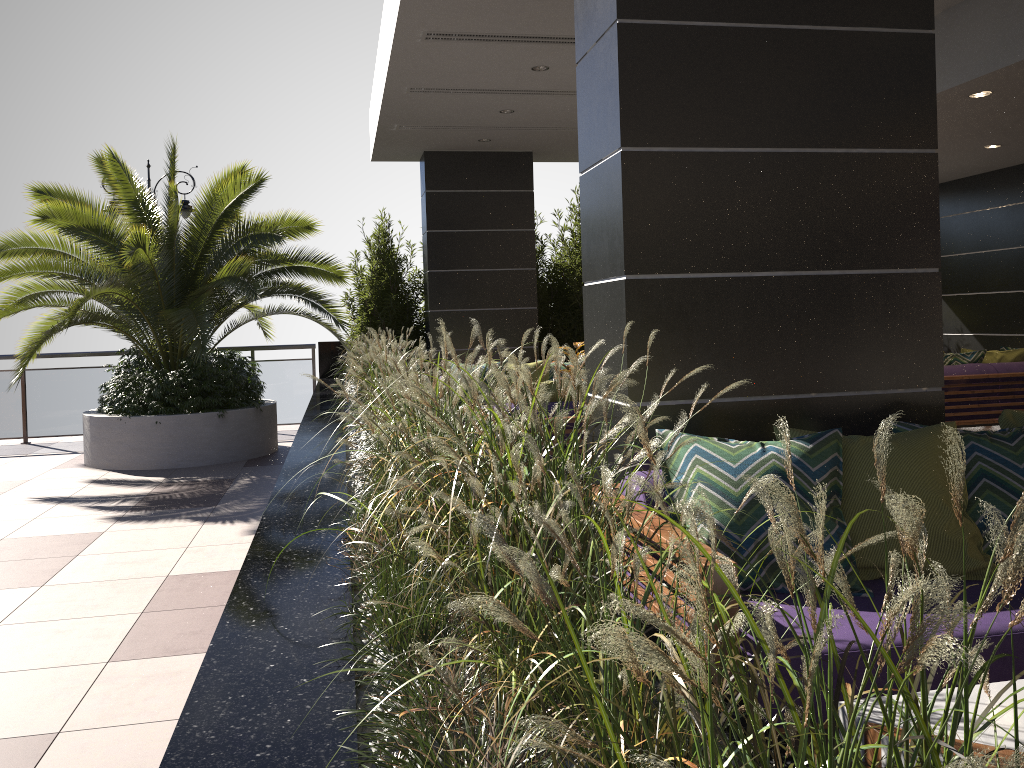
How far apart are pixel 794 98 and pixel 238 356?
7.4m

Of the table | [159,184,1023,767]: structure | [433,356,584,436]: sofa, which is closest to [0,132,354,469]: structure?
[159,184,1023,767]: structure

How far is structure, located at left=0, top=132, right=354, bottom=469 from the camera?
8.0 meters

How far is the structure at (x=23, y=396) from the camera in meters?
10.5

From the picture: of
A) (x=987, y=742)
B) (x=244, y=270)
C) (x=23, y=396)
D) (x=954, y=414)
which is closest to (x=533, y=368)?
(x=244, y=270)

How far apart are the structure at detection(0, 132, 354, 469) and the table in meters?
6.6 m

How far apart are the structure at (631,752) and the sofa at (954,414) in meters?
4.5 m

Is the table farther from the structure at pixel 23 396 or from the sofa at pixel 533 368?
the structure at pixel 23 396

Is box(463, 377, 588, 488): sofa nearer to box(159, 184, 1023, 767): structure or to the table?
box(159, 184, 1023, 767): structure

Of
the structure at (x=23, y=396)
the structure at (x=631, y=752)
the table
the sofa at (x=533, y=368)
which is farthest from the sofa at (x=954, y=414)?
the structure at (x=23, y=396)
